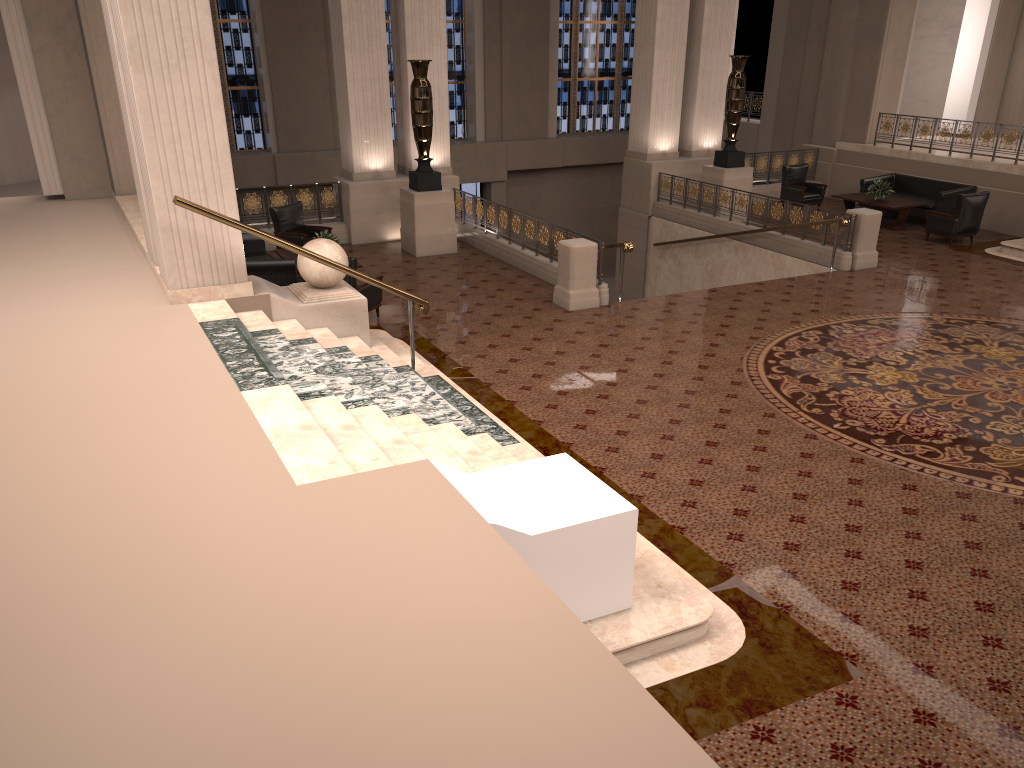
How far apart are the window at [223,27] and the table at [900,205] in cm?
1329

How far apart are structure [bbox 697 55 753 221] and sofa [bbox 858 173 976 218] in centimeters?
254cm

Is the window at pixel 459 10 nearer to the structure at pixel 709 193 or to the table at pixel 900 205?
the structure at pixel 709 193

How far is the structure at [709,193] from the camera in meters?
15.8 m

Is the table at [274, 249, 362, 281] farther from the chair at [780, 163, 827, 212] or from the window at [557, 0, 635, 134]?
the window at [557, 0, 635, 134]

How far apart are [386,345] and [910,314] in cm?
667

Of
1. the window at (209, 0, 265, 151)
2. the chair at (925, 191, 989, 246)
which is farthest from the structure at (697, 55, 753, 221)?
the window at (209, 0, 265, 151)

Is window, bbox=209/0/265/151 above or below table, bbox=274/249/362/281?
above

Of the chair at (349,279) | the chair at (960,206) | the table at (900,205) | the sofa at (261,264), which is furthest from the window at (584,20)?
the chair at (349,279)

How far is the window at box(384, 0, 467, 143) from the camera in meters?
22.2
